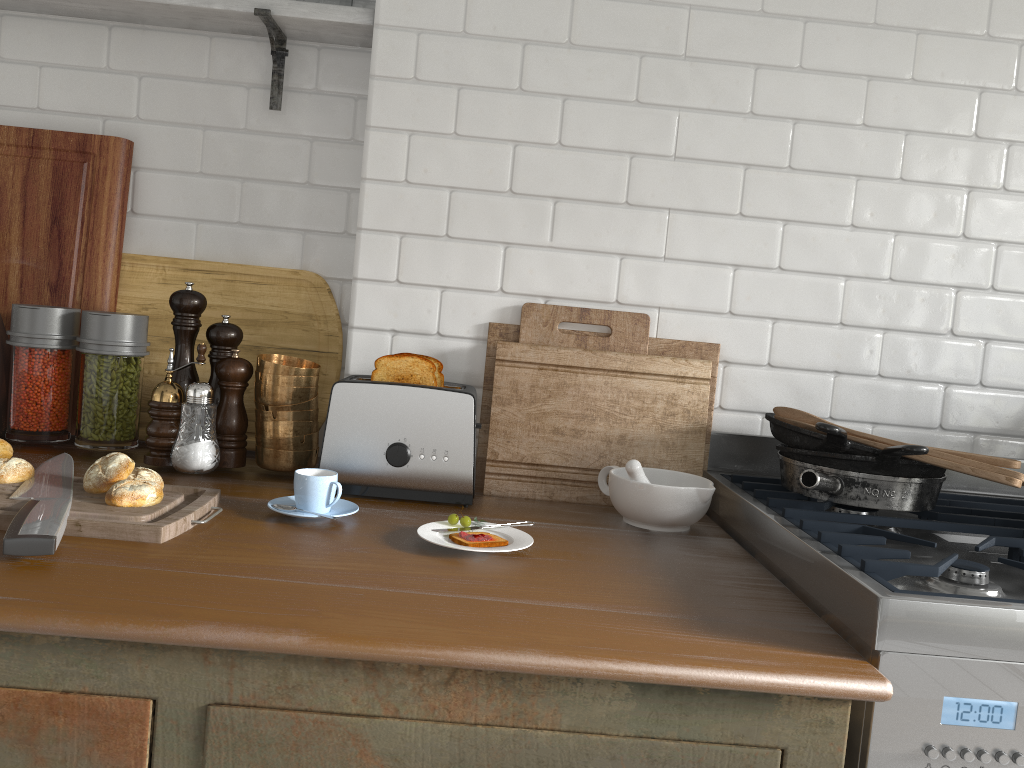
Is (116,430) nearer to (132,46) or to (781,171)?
(132,46)

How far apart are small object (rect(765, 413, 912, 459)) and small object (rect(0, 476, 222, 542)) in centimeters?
103cm

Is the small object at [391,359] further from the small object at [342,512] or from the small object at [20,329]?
the small object at [20,329]

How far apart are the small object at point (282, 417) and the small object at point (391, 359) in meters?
0.2 m

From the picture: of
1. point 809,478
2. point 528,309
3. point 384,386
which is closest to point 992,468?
point 809,478

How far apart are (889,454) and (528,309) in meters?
0.8 m

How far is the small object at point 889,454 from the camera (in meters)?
1.53

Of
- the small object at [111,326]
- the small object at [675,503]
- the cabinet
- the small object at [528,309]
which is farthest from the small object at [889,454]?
the small object at [111,326]

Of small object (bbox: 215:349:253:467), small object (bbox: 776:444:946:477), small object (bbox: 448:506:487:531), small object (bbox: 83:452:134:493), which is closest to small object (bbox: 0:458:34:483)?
small object (bbox: 83:452:134:493)

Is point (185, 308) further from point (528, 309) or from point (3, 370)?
point (528, 309)
